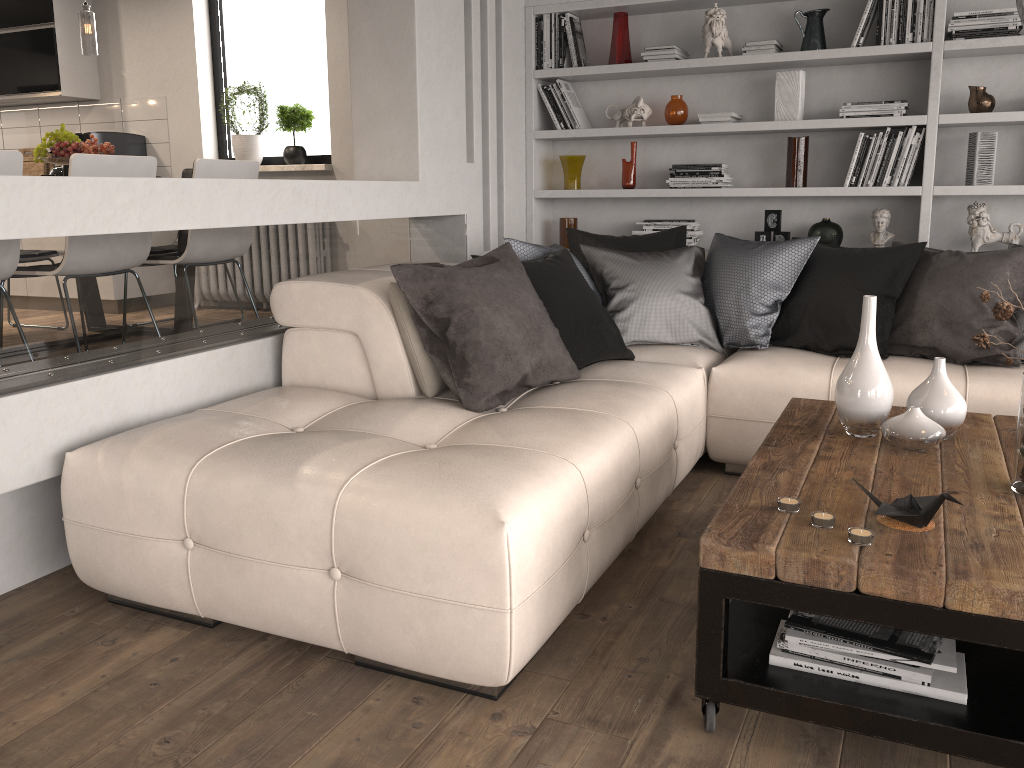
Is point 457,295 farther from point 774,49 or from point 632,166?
point 774,49

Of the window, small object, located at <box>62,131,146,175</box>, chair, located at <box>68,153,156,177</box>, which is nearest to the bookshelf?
the window

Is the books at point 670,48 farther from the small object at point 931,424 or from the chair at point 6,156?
the chair at point 6,156

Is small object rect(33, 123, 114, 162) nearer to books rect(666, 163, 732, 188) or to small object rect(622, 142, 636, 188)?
small object rect(622, 142, 636, 188)

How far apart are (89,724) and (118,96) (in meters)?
5.61

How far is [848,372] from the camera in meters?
2.5

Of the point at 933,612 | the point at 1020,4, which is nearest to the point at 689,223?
the point at 1020,4

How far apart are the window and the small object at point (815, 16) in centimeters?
306cm

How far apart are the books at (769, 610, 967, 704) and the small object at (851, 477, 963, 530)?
0.2 meters

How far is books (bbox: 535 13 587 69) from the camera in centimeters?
495cm
